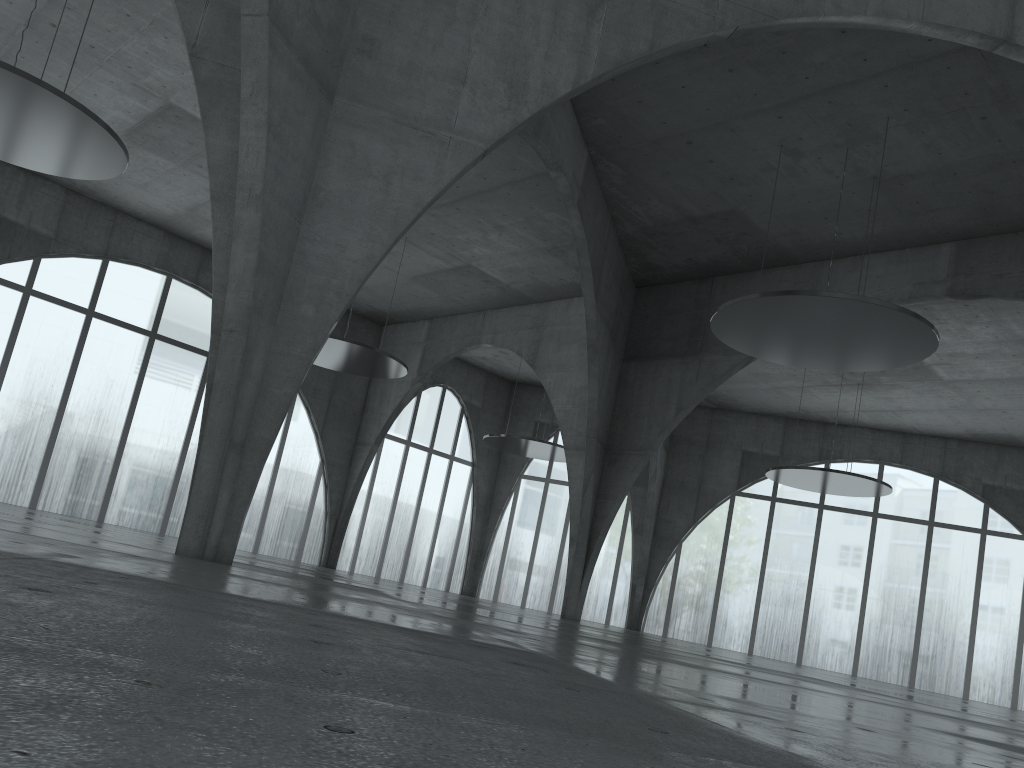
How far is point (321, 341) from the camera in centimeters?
2283cm

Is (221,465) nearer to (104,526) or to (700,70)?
(700,70)

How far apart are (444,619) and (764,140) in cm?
3681
